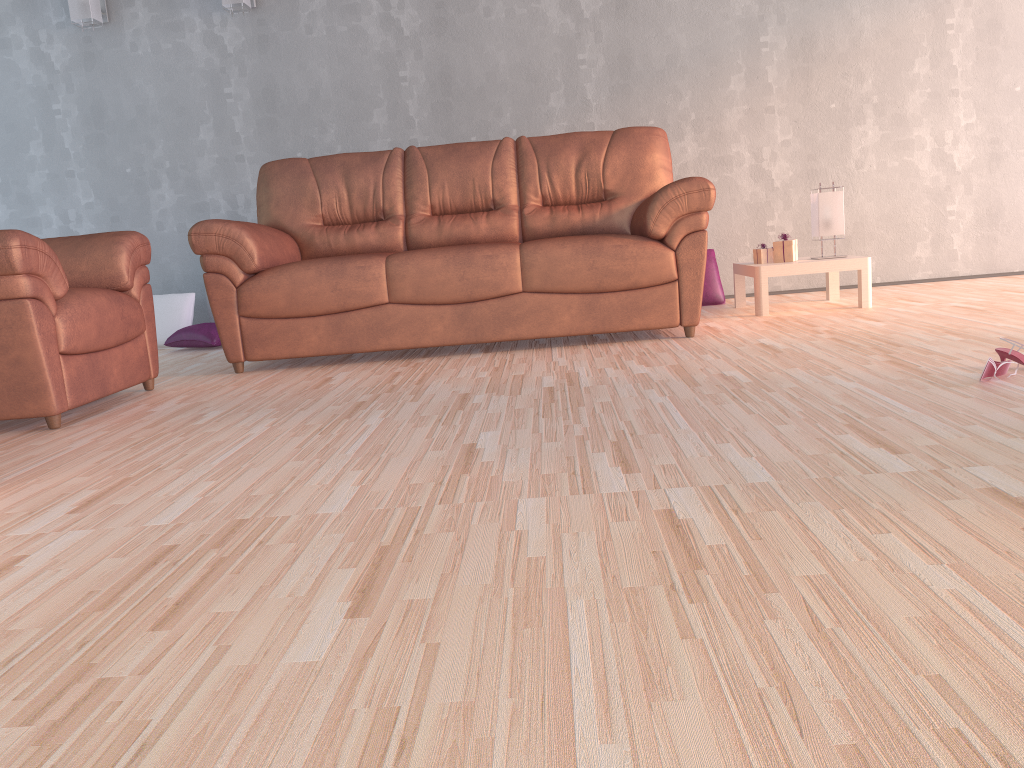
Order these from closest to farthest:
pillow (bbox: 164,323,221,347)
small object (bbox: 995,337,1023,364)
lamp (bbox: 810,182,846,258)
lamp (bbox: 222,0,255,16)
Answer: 1. small object (bbox: 995,337,1023,364)
2. lamp (bbox: 810,182,846,258)
3. pillow (bbox: 164,323,221,347)
4. lamp (bbox: 222,0,255,16)

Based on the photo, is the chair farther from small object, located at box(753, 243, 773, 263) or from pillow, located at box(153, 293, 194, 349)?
small object, located at box(753, 243, 773, 263)

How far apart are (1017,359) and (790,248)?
2.0 meters

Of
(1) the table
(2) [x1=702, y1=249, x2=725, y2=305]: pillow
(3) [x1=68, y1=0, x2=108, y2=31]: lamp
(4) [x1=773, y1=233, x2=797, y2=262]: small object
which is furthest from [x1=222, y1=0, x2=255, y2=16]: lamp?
(4) [x1=773, y1=233, x2=797, y2=262]: small object

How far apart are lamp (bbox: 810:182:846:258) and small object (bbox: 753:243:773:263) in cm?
24

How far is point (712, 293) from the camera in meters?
5.0

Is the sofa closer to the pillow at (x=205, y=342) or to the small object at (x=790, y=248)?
the small object at (x=790, y=248)

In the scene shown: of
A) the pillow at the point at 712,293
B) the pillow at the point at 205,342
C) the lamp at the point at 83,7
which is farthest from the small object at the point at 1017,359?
the lamp at the point at 83,7

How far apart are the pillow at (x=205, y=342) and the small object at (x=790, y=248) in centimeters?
301cm

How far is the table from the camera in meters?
4.2 m
